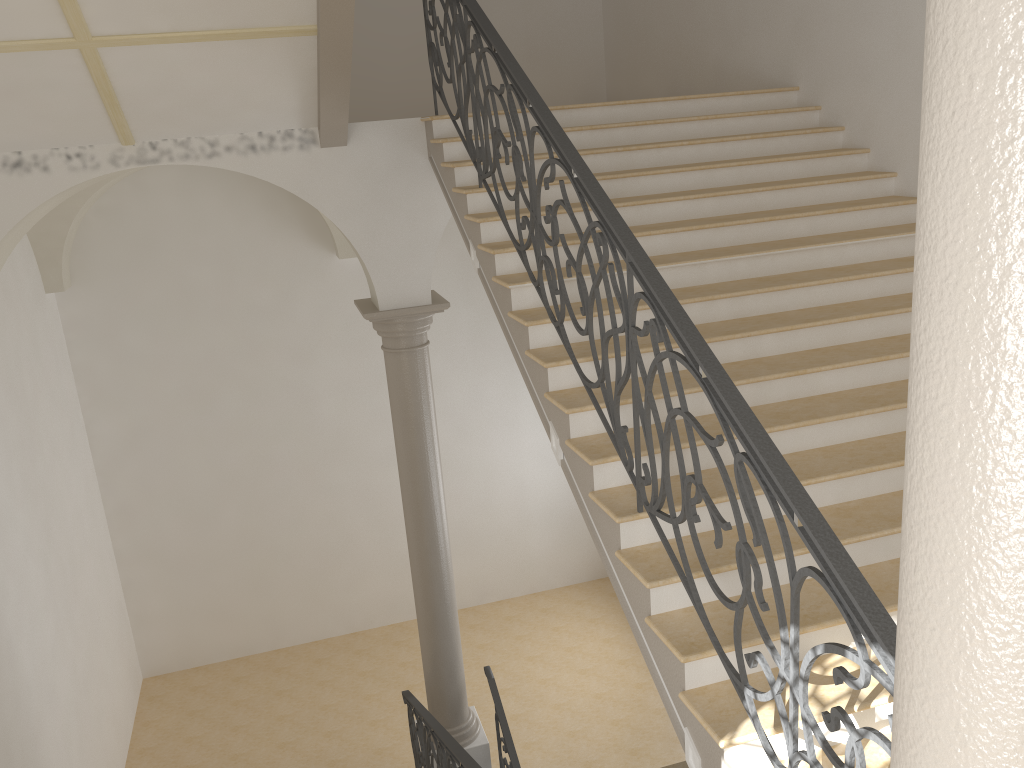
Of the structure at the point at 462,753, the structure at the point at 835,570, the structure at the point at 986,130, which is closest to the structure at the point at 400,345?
the structure at the point at 462,753

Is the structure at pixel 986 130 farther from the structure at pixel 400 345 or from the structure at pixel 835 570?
the structure at pixel 400 345

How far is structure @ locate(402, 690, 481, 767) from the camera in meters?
5.0 m

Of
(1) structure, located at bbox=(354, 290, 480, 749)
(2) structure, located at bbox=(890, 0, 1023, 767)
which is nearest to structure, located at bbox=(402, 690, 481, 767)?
(1) structure, located at bbox=(354, 290, 480, 749)

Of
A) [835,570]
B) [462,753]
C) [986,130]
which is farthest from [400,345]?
[986,130]

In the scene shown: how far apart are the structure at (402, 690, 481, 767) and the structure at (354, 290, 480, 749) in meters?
0.2

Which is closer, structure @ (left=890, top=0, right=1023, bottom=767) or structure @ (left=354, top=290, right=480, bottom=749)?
structure @ (left=890, top=0, right=1023, bottom=767)

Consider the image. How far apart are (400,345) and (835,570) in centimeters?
517cm

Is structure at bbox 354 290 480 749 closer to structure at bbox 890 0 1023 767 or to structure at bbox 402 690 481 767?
structure at bbox 402 690 481 767

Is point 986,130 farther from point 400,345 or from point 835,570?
point 400,345
